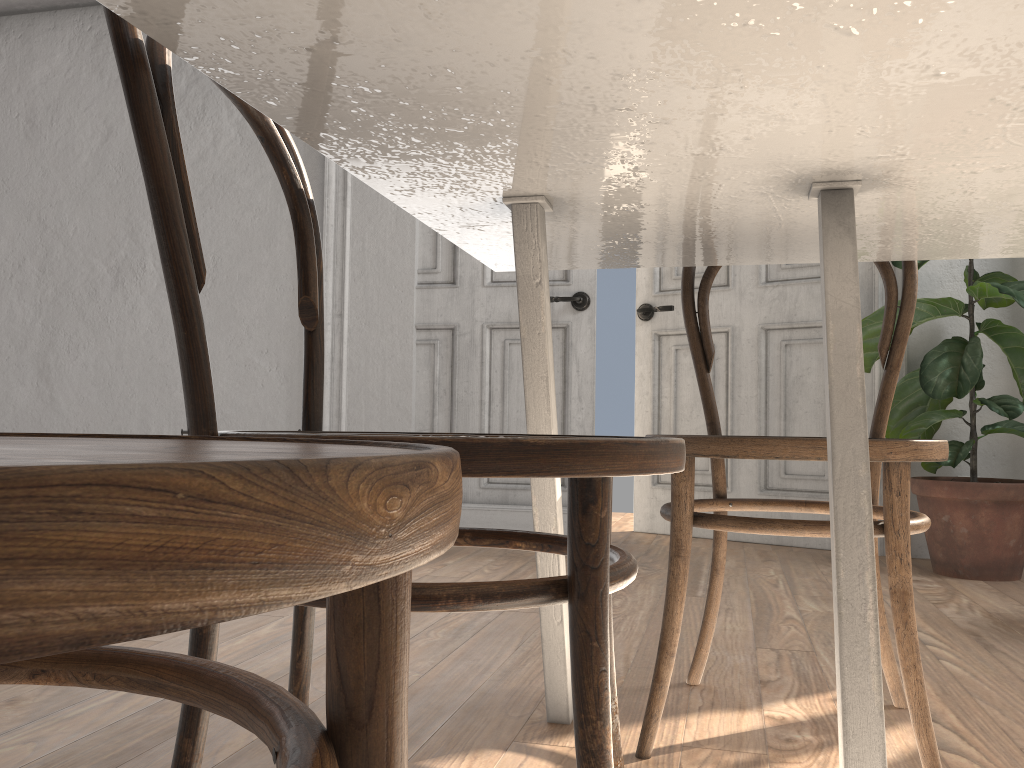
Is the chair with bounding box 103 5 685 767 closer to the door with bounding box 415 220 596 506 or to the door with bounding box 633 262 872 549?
the door with bounding box 415 220 596 506

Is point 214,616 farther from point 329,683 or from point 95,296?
point 95,296

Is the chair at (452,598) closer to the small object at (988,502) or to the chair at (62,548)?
the chair at (62,548)

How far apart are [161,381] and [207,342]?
0.3m

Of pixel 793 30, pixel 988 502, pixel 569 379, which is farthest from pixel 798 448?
pixel 569 379

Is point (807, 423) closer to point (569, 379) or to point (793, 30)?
point (569, 379)

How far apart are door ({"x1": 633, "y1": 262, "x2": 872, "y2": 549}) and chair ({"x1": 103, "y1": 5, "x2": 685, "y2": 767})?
2.7m

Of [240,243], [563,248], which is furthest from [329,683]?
[240,243]

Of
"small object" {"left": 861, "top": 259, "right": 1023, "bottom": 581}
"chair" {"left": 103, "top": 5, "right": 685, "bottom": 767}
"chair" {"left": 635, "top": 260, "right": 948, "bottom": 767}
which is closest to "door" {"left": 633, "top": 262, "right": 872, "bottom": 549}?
"small object" {"left": 861, "top": 259, "right": 1023, "bottom": 581}

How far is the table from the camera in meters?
0.6
